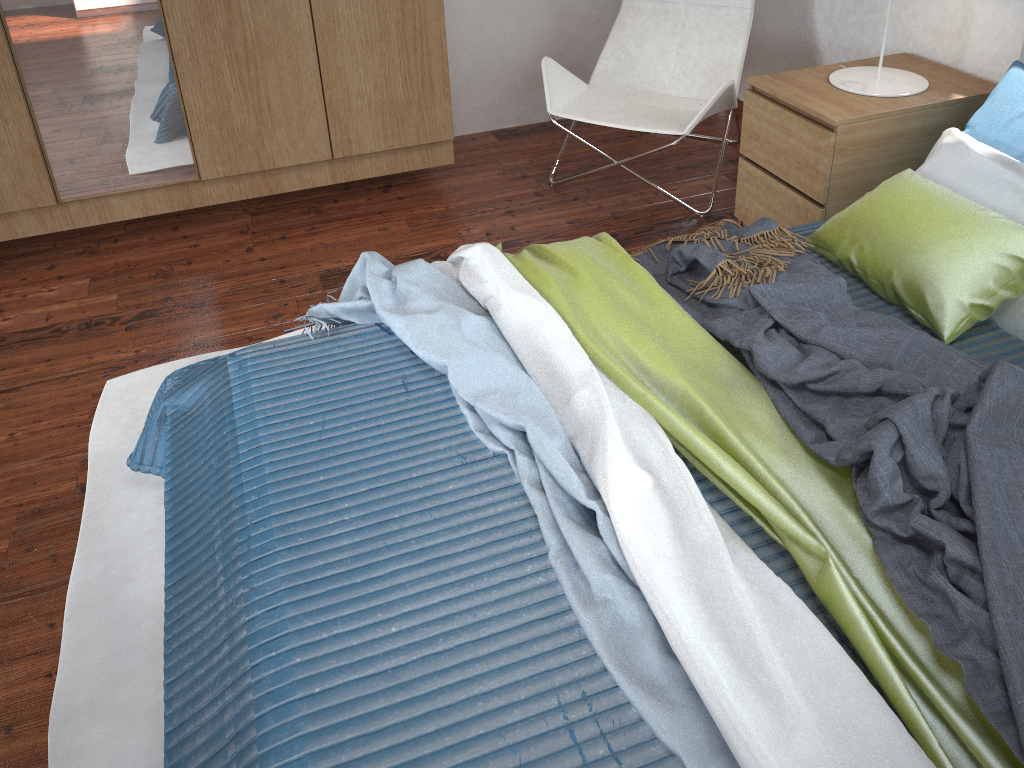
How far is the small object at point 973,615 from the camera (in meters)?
1.14

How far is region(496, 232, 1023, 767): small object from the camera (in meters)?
1.13

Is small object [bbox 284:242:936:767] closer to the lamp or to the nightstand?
the nightstand

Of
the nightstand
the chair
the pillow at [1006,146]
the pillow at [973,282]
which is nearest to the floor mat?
the chair

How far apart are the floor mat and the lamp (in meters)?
1.97

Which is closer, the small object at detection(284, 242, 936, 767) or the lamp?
the small object at detection(284, 242, 936, 767)

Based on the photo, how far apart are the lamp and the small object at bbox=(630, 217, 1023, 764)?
0.63m

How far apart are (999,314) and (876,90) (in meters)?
0.91

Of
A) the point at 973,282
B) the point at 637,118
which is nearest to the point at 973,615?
the point at 973,282

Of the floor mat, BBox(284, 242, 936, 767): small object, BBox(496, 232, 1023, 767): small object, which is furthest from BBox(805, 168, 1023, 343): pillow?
the floor mat
